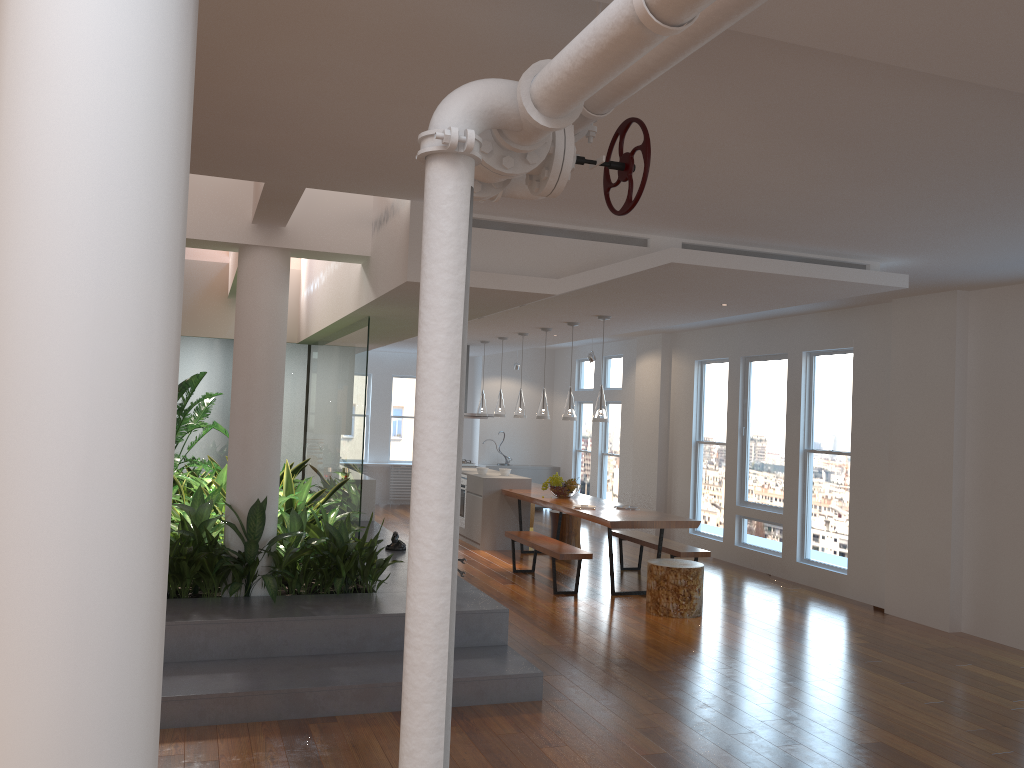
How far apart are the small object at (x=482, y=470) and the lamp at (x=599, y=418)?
2.8 meters

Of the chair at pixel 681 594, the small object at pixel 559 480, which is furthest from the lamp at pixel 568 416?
the chair at pixel 681 594

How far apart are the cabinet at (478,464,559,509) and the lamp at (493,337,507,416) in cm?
360

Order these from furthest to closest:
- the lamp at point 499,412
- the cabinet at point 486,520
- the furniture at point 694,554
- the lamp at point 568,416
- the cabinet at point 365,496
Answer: the lamp at point 499,412
the cabinet at point 486,520
the cabinet at point 365,496
the lamp at point 568,416
the furniture at point 694,554

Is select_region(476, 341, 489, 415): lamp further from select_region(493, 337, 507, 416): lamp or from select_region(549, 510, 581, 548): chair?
select_region(549, 510, 581, 548): chair

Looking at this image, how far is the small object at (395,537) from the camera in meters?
7.6 m

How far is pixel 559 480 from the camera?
9.4 meters

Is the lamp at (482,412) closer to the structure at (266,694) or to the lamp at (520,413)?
the lamp at (520,413)

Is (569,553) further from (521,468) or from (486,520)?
(521,468)

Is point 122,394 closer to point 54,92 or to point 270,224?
point 54,92
